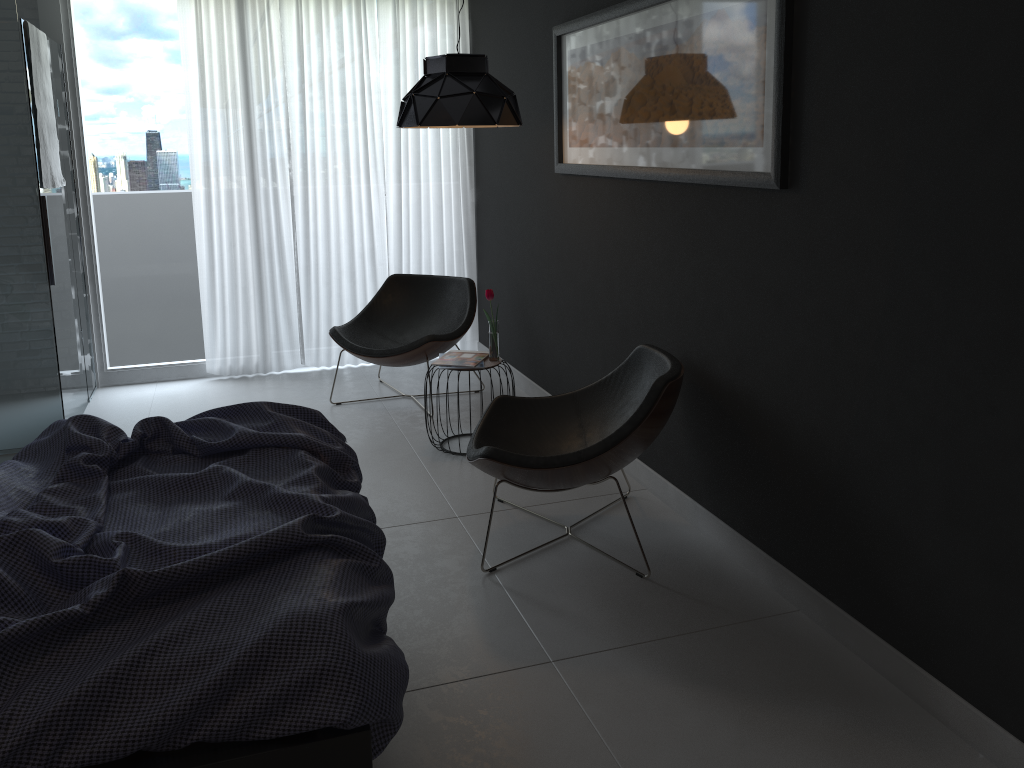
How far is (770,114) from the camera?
2.7 meters

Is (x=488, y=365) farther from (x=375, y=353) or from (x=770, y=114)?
(x=770, y=114)

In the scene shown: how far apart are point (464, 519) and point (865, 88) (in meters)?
2.17

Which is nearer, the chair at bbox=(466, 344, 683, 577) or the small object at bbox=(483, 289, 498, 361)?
the chair at bbox=(466, 344, 683, 577)

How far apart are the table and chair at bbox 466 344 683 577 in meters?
0.6

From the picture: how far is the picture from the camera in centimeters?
274cm

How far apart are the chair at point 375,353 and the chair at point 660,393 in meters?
1.3 m

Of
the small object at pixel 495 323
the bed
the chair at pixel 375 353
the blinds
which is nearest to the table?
the small object at pixel 495 323

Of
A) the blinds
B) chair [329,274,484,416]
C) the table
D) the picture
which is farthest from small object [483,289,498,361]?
the blinds

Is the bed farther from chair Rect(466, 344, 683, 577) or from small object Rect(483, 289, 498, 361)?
small object Rect(483, 289, 498, 361)
